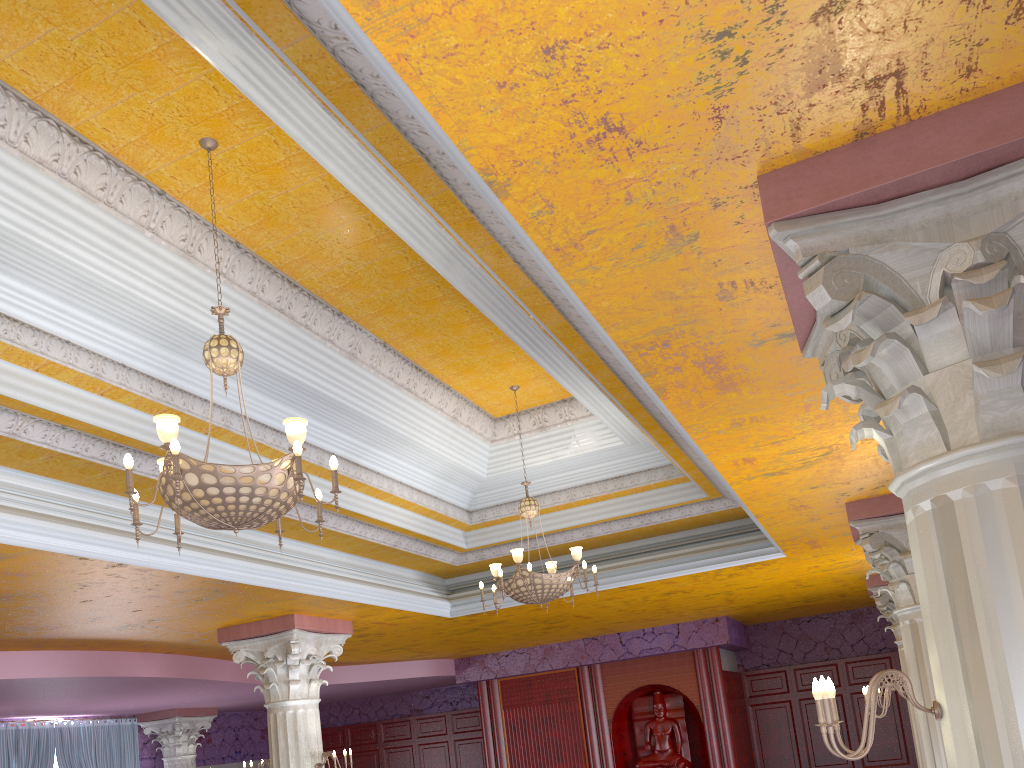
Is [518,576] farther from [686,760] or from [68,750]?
[68,750]

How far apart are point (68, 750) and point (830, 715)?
14.76m

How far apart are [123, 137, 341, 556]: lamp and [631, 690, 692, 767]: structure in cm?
1080

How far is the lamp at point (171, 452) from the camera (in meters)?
3.90

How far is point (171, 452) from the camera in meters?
3.9 m

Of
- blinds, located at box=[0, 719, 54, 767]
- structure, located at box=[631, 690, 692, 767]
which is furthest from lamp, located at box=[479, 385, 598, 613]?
blinds, located at box=[0, 719, 54, 767]

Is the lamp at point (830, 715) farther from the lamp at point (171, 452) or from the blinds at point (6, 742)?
the blinds at point (6, 742)

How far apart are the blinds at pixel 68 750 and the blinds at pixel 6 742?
0.12m

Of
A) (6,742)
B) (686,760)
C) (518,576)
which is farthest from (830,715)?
(6,742)

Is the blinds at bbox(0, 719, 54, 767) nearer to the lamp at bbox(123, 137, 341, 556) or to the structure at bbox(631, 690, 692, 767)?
the structure at bbox(631, 690, 692, 767)
